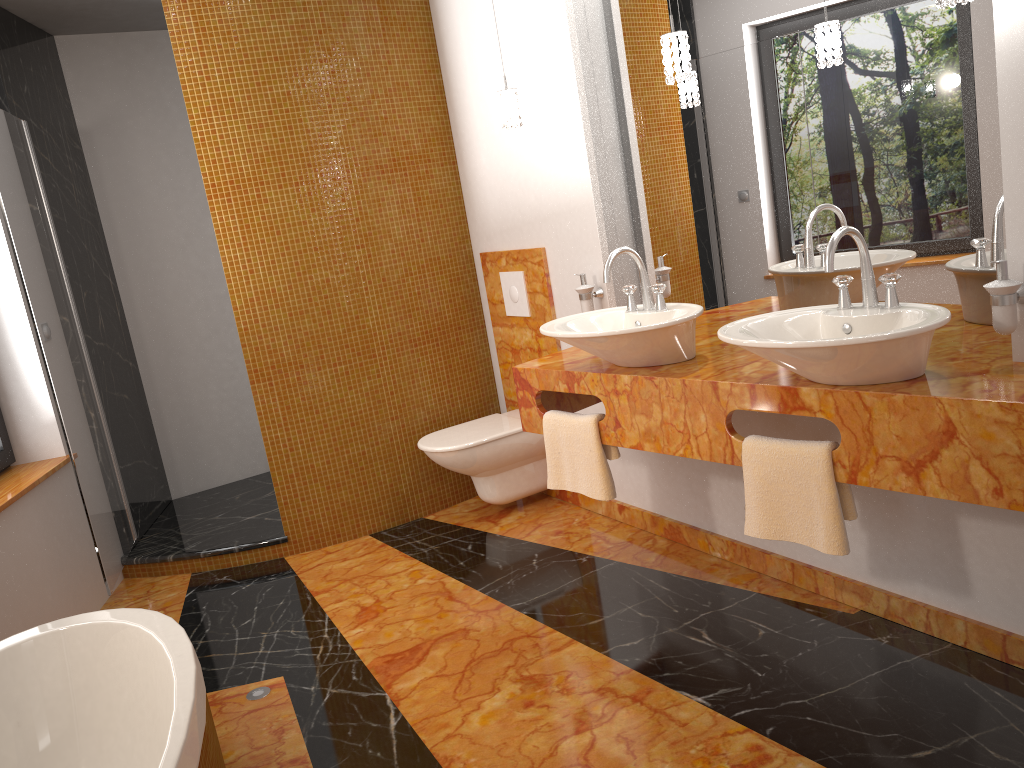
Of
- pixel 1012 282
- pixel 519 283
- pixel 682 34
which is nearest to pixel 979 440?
pixel 1012 282

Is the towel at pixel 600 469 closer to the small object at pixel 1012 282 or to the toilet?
the small object at pixel 1012 282

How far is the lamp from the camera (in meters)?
2.45

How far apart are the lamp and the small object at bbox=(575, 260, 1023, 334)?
0.57m

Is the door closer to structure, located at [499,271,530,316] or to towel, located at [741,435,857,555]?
structure, located at [499,271,530,316]

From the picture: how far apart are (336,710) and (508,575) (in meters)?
0.92

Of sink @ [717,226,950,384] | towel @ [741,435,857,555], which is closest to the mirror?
sink @ [717,226,950,384]

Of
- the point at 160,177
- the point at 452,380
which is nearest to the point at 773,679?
the point at 452,380

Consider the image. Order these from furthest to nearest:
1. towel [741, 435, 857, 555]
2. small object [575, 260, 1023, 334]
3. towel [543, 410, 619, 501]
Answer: towel [543, 410, 619, 501], towel [741, 435, 857, 555], small object [575, 260, 1023, 334]

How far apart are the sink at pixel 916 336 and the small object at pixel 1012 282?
0.11m
